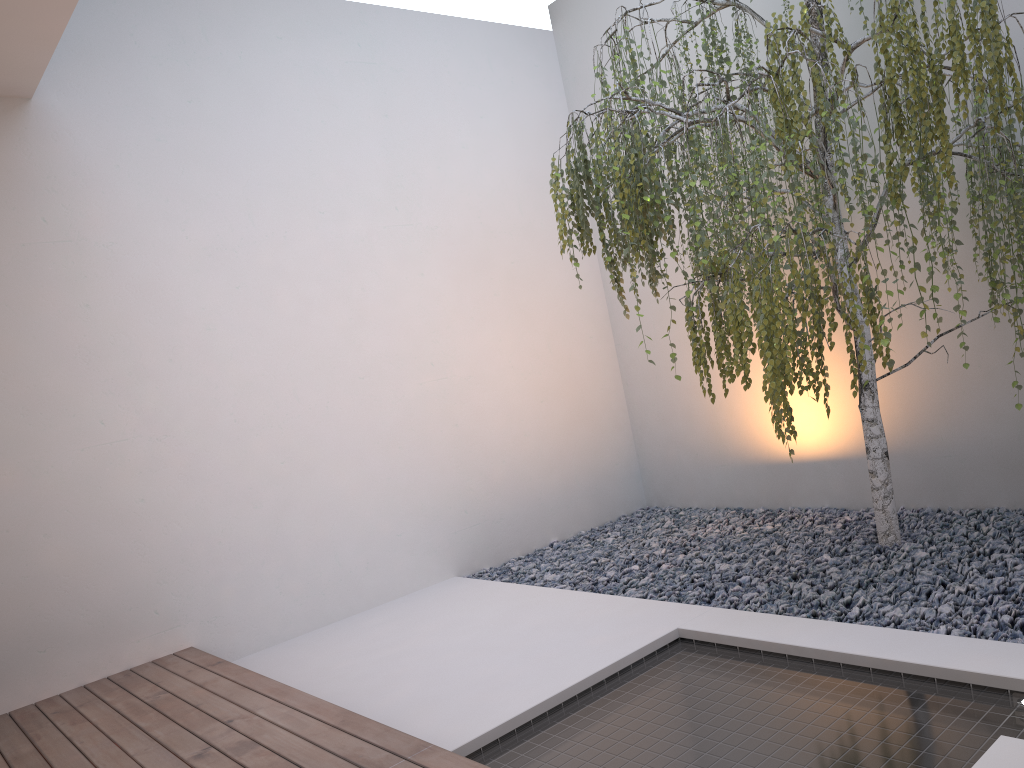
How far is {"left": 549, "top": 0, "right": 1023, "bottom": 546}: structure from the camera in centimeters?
258cm

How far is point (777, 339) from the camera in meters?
2.6 m

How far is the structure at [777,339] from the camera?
2.6m
